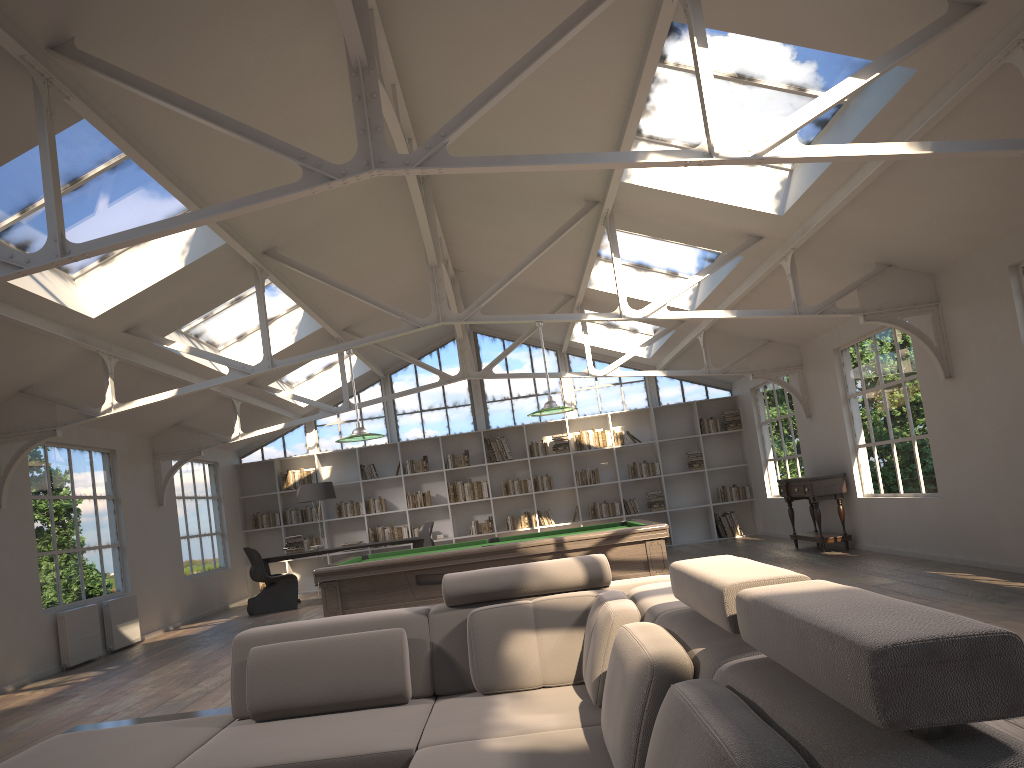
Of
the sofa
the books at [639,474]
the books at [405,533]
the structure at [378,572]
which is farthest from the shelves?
the books at [639,474]

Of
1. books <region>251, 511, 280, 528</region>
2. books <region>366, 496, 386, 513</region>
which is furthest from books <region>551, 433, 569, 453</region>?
books <region>251, 511, 280, 528</region>

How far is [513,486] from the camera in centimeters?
1482cm

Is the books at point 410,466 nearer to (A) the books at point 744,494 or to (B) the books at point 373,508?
(B) the books at point 373,508

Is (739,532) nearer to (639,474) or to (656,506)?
(656,506)

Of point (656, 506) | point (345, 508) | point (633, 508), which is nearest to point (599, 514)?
point (633, 508)

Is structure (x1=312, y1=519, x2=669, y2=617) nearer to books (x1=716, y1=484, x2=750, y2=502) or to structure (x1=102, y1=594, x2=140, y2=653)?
structure (x1=102, y1=594, x2=140, y2=653)

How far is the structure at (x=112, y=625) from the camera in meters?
9.5 m

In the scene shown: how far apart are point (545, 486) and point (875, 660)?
13.8m

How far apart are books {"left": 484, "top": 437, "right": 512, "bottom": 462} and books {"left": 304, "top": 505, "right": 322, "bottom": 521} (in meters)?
3.18
